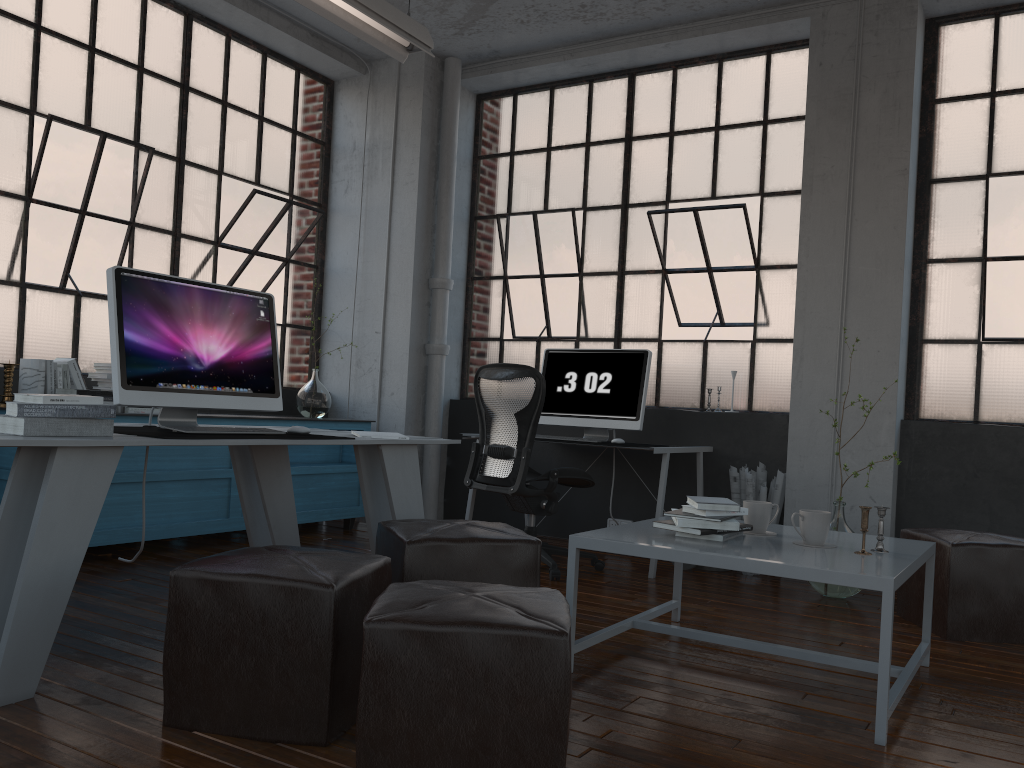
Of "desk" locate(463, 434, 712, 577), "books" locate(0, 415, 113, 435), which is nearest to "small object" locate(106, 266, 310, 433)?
"books" locate(0, 415, 113, 435)

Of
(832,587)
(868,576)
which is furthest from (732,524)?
(832,587)

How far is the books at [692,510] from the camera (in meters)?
2.96

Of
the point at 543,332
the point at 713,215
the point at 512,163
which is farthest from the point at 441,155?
the point at 713,215

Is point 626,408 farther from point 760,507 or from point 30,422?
point 30,422

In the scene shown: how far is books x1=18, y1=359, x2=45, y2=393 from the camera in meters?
4.3

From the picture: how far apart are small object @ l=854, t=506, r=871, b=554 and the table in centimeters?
8cm

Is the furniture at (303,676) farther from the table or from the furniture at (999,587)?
the furniture at (999,587)

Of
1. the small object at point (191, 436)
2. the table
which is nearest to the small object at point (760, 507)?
the table

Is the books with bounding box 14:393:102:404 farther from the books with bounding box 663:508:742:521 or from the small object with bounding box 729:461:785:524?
the small object with bounding box 729:461:785:524
